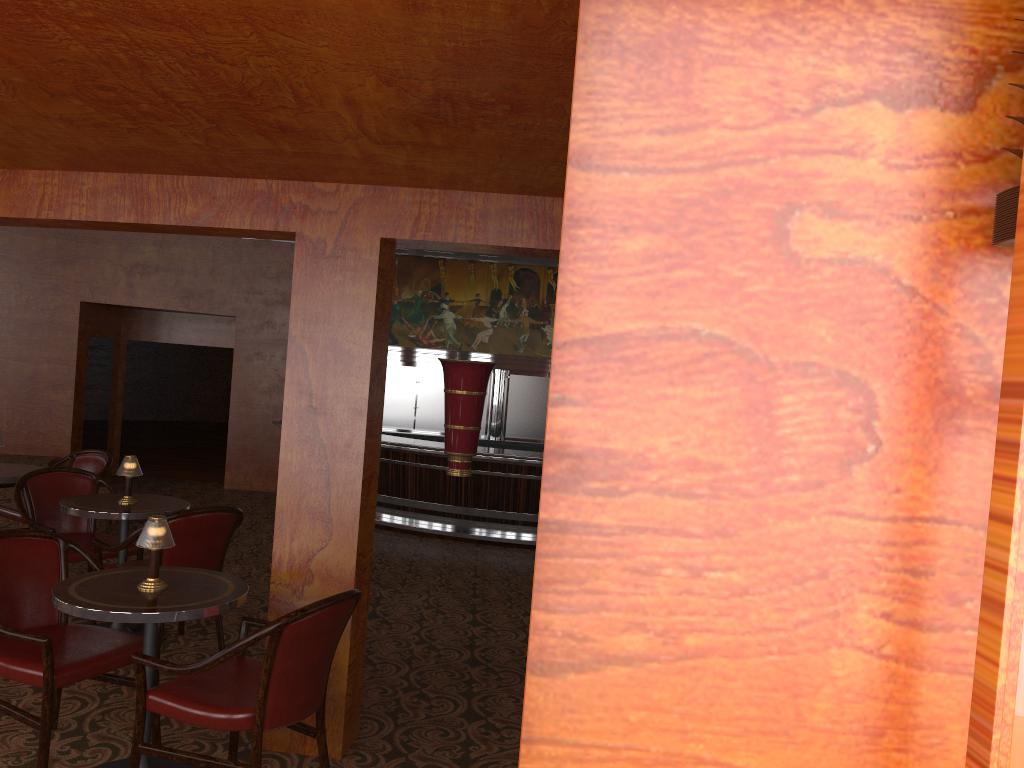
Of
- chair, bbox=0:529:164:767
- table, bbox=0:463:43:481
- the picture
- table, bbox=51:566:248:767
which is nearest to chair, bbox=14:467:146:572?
table, bbox=0:463:43:481

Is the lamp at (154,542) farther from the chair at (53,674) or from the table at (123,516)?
the table at (123,516)

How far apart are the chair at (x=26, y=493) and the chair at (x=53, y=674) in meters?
1.2 m

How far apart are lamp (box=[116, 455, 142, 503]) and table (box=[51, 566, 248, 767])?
1.5 meters

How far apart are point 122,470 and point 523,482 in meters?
5.9

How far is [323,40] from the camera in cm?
191

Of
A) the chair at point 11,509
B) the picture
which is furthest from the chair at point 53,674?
the picture

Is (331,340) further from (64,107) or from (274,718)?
(274,718)

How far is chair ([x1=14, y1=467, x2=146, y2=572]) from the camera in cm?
491

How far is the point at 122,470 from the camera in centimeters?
464cm
